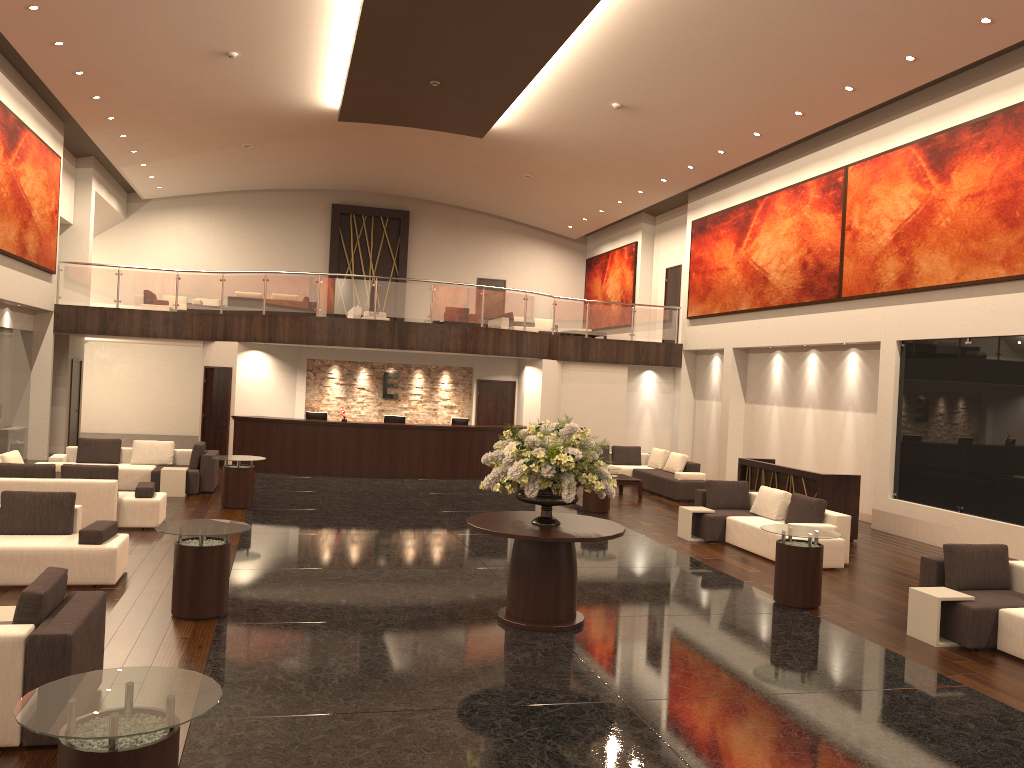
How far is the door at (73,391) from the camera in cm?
2148

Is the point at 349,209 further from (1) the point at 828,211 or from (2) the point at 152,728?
(2) the point at 152,728

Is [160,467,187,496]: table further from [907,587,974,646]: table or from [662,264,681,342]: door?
[662,264,681,342]: door

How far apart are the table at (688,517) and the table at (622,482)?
4.2 meters

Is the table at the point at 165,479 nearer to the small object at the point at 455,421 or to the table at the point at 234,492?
the table at the point at 234,492

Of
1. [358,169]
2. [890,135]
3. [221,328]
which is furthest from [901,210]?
[358,169]

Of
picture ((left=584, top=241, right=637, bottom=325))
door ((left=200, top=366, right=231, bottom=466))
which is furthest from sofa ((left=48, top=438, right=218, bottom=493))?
picture ((left=584, top=241, right=637, bottom=325))

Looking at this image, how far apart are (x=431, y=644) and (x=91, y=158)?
19.6m

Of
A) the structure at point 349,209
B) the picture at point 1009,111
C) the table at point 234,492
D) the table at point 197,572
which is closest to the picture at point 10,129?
the table at point 234,492

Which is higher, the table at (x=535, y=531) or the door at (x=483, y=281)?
the door at (x=483, y=281)
